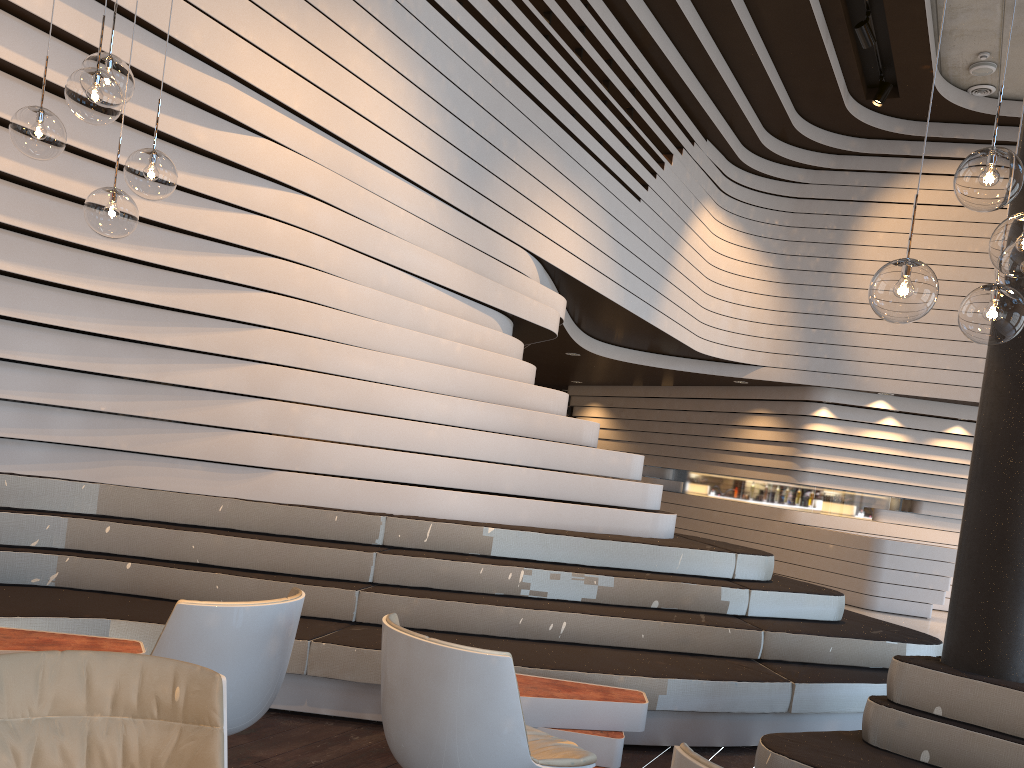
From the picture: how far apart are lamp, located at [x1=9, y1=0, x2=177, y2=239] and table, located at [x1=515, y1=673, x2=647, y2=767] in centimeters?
223cm

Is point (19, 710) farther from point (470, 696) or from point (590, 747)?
point (590, 747)

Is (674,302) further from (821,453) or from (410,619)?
(410,619)

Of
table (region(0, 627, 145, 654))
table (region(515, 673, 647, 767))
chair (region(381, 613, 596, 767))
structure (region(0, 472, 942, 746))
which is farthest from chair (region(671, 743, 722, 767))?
table (region(0, 627, 145, 654))

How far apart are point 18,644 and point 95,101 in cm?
197

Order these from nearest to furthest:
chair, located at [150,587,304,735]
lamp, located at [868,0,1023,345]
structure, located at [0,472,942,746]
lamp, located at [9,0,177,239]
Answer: lamp, located at [868,0,1023,345]
chair, located at [150,587,304,735]
lamp, located at [9,0,177,239]
structure, located at [0,472,942,746]

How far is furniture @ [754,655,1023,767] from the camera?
3.16m

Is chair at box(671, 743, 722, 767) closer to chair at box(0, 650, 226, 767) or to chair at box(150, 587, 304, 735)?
chair at box(0, 650, 226, 767)

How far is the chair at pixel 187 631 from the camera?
2.6 meters

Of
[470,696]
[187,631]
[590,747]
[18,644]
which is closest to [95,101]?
[187,631]
